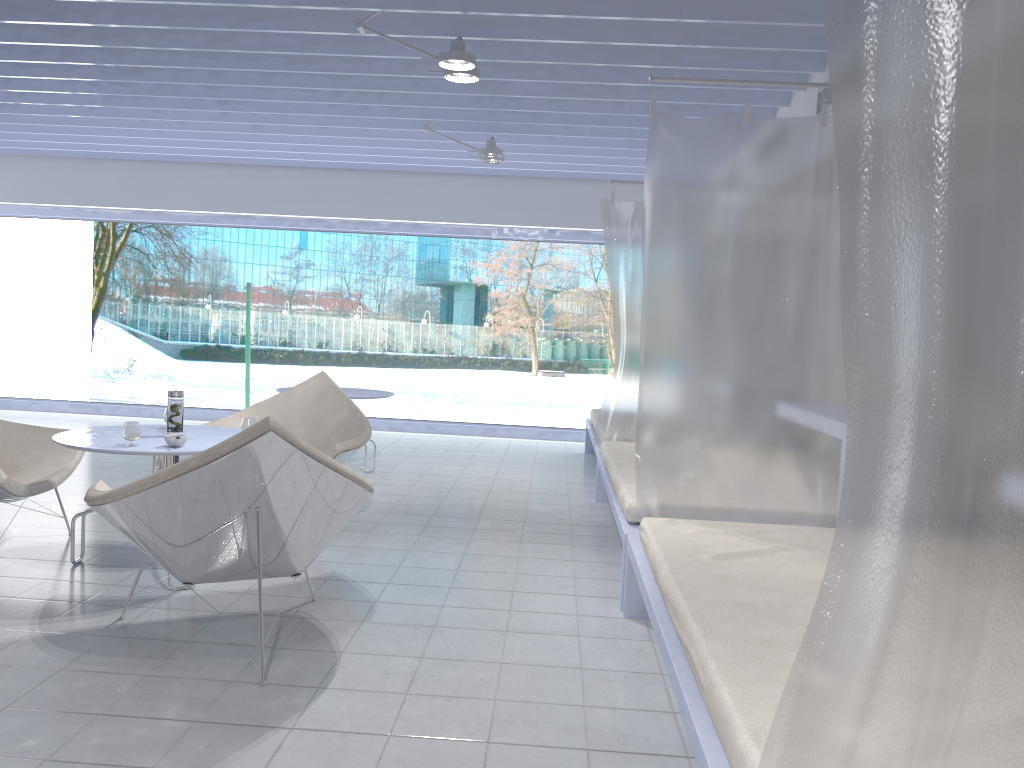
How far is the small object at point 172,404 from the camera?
3.6m

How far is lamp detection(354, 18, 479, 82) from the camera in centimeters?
400cm

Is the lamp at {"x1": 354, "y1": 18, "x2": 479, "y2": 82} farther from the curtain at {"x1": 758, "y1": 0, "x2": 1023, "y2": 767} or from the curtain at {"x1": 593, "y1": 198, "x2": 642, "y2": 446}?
the curtain at {"x1": 758, "y1": 0, "x2": 1023, "y2": 767}

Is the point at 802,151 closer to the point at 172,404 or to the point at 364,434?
the point at 364,434

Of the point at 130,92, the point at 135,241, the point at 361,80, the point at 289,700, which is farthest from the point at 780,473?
the point at 135,241

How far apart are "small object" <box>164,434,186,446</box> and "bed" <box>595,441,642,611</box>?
1.7m

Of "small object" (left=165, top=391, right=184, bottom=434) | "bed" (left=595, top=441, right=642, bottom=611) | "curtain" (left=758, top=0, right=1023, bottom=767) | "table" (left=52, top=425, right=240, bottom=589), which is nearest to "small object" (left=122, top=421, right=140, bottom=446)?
"table" (left=52, top=425, right=240, bottom=589)

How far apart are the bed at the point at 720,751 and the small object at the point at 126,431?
1.85m

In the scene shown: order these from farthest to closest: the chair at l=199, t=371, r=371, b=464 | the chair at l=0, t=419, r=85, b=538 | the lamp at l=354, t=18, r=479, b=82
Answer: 1. the chair at l=199, t=371, r=371, b=464
2. the lamp at l=354, t=18, r=479, b=82
3. the chair at l=0, t=419, r=85, b=538

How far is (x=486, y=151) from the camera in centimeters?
610cm
